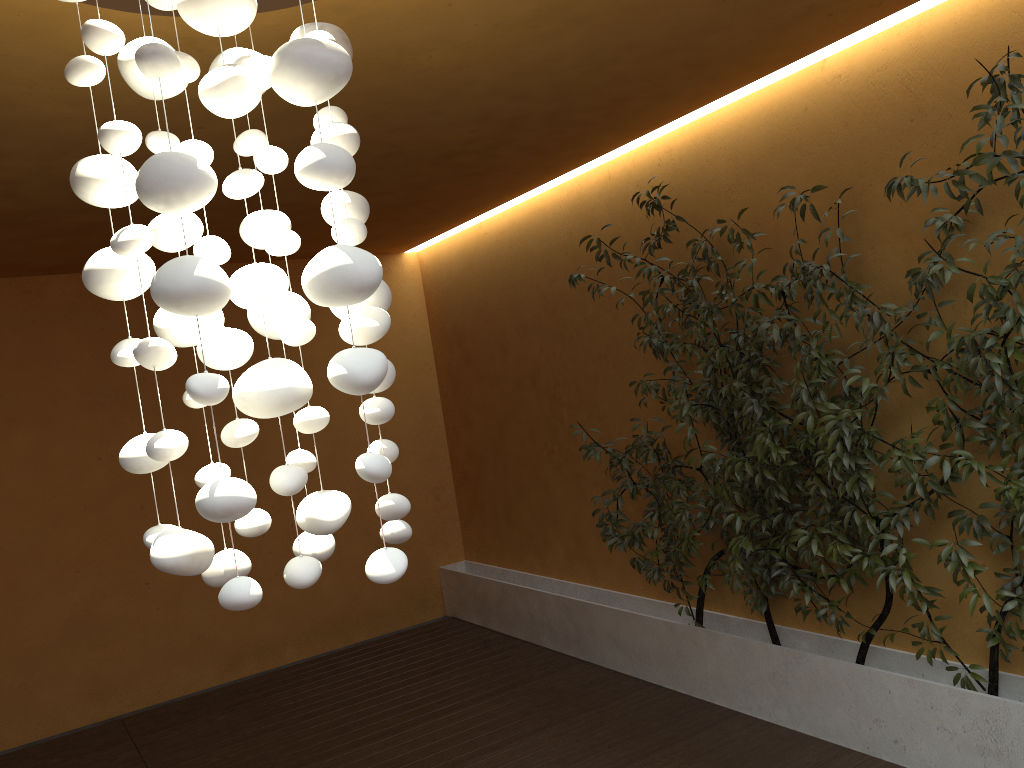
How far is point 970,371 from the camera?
3.1m

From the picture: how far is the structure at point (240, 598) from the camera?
1.6m

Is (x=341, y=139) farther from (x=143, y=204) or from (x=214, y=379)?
(x=143, y=204)

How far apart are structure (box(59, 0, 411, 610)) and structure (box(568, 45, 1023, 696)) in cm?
195

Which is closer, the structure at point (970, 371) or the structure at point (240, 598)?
the structure at point (240, 598)

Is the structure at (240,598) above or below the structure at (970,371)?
above

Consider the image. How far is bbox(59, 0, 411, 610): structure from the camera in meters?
1.6 m

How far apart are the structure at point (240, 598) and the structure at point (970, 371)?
1.9 meters

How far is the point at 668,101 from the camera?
4.1m

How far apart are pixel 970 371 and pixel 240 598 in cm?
264
